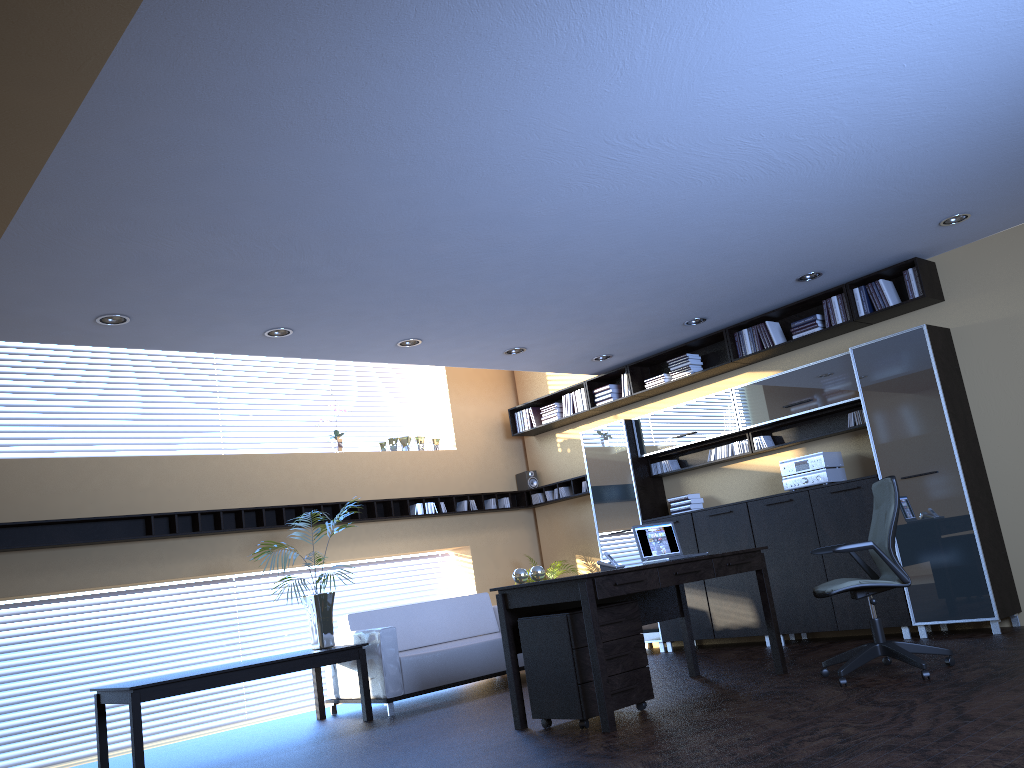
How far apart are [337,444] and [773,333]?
4.6m

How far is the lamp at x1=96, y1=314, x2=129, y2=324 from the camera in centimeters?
593cm

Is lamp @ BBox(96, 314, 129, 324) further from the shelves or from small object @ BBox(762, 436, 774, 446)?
small object @ BBox(762, 436, 774, 446)

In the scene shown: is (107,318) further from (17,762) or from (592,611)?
(17,762)

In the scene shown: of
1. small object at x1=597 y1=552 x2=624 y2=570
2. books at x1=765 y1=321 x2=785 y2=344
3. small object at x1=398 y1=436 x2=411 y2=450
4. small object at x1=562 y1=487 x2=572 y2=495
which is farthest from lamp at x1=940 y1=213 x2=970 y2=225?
small object at x1=398 y1=436 x2=411 y2=450

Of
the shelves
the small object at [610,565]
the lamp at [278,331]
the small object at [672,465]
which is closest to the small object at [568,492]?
the shelves

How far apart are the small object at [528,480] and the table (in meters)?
3.78

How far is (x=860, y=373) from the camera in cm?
738

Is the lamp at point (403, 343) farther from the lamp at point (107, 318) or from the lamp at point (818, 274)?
the lamp at point (818, 274)

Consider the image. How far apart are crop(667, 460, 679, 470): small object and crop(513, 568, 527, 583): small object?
3.70m
